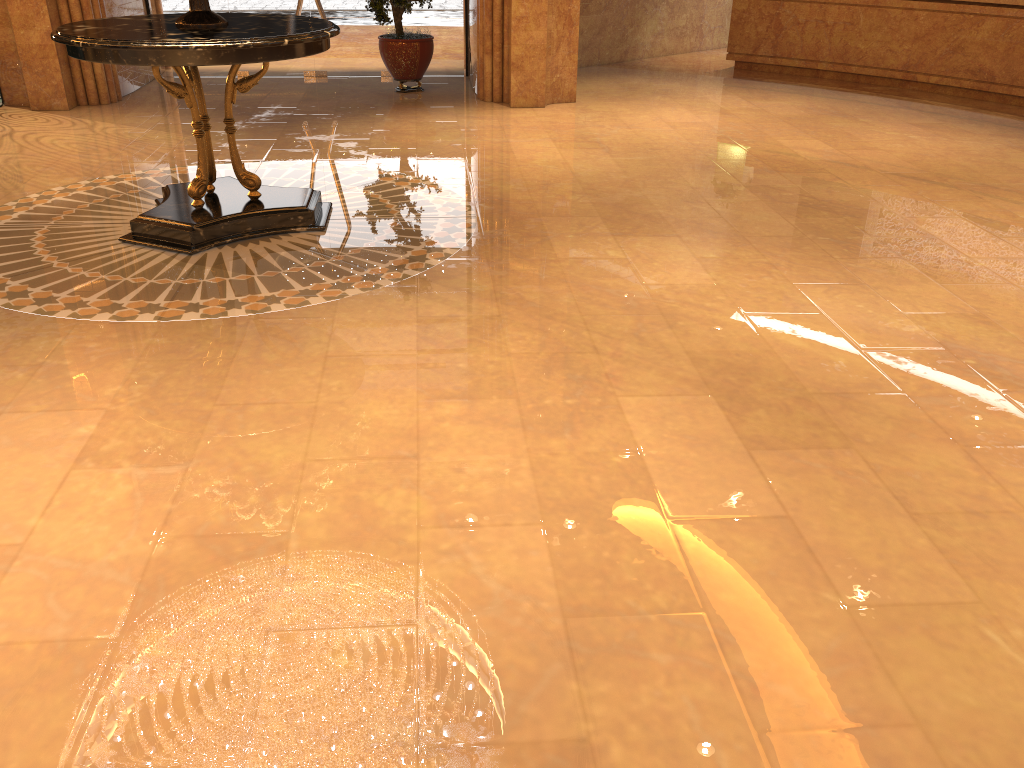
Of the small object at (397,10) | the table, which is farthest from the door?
the table

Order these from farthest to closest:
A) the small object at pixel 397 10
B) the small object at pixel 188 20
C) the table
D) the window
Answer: the window, the small object at pixel 397 10, the small object at pixel 188 20, the table

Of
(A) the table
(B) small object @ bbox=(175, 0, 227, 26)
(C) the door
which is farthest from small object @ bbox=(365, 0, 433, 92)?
(B) small object @ bbox=(175, 0, 227, 26)

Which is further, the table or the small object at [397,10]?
the small object at [397,10]

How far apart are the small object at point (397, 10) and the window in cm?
78

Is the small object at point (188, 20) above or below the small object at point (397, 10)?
above

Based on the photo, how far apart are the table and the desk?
7.3 meters

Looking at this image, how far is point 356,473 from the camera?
2.9m

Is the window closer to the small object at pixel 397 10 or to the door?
the door

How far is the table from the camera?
4.3m
